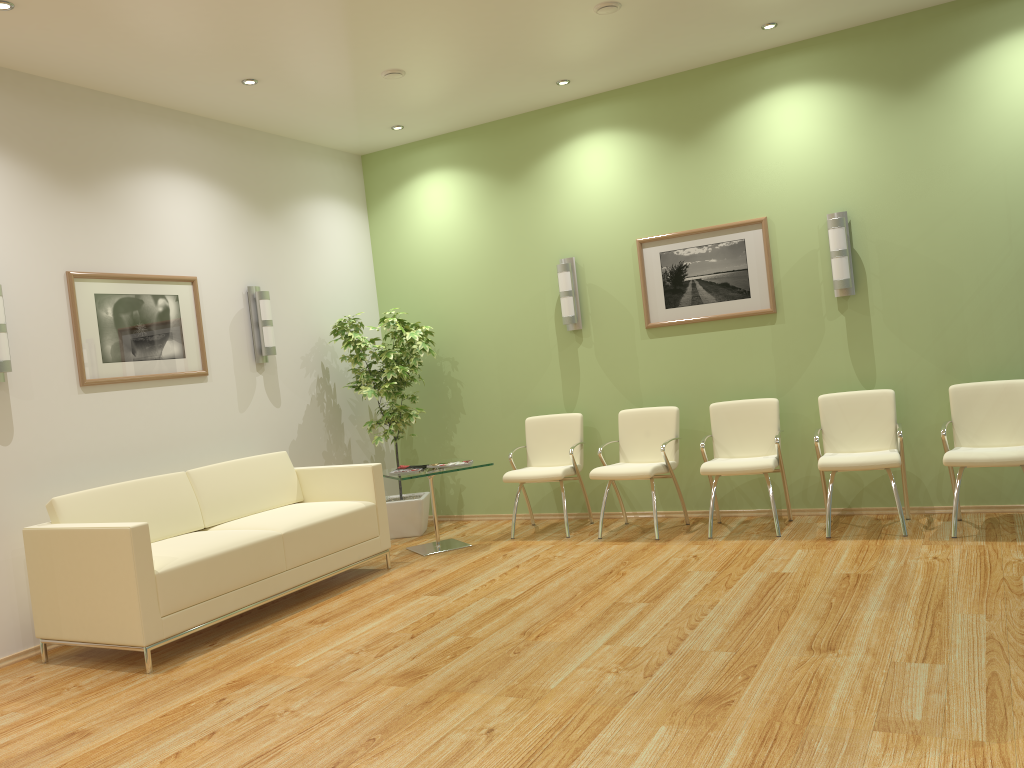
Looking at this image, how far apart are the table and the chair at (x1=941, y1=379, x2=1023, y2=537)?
3.1 meters

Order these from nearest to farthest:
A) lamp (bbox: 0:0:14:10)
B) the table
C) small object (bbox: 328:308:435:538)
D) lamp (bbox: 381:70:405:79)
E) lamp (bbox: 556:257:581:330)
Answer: lamp (bbox: 0:0:14:10) → lamp (bbox: 381:70:405:79) → the table → lamp (bbox: 556:257:581:330) → small object (bbox: 328:308:435:538)

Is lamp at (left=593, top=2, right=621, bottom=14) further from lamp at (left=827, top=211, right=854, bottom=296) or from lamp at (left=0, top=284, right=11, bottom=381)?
lamp at (left=0, top=284, right=11, bottom=381)

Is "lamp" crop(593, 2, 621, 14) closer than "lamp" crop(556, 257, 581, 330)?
Yes

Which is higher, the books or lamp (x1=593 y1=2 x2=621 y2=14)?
lamp (x1=593 y1=2 x2=621 y2=14)

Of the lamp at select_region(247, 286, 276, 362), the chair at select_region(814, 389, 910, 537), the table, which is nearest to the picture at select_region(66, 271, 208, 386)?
the lamp at select_region(247, 286, 276, 362)

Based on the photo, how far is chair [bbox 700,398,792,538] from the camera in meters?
5.9

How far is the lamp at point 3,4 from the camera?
4.3m

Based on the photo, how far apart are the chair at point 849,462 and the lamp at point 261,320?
4.0m

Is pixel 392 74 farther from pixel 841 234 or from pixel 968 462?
pixel 968 462
